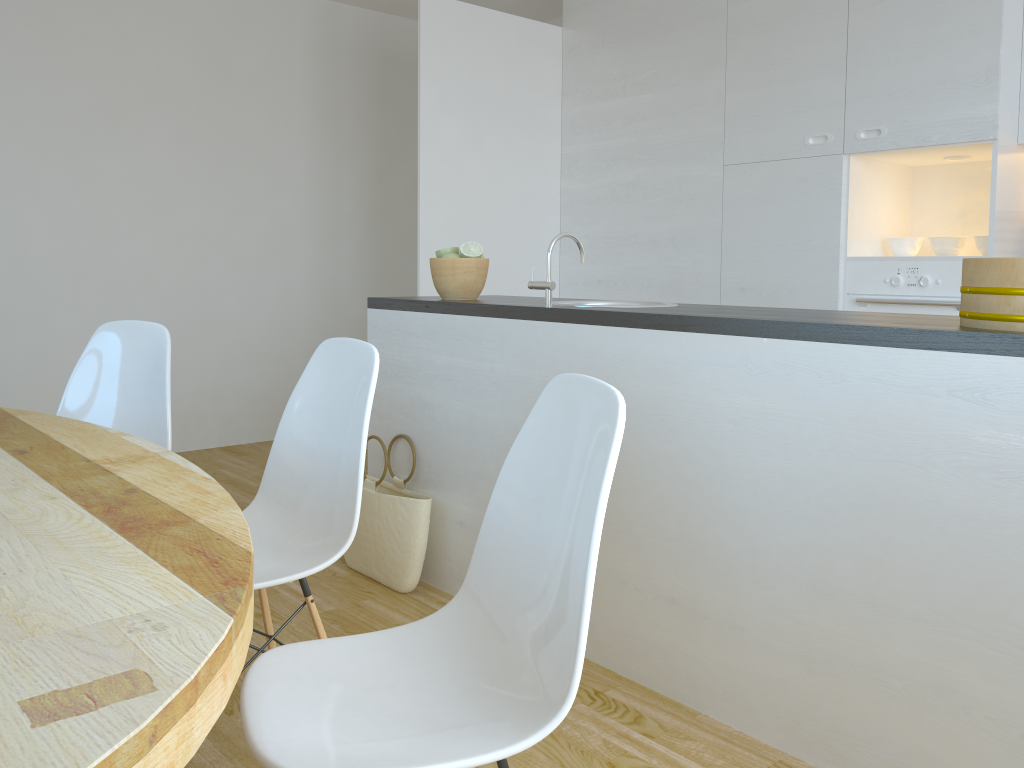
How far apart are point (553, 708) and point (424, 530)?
1.8m

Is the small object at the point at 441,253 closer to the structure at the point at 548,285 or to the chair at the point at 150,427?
the structure at the point at 548,285

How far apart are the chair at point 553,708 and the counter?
0.7 meters

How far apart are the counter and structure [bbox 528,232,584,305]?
0.02m

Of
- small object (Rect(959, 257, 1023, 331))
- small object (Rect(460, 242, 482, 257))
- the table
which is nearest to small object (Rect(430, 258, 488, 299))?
small object (Rect(460, 242, 482, 257))

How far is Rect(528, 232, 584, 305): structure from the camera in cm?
253

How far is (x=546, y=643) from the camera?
1.2m

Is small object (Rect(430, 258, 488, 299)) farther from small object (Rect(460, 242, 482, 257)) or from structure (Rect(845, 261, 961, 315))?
structure (Rect(845, 261, 961, 315))

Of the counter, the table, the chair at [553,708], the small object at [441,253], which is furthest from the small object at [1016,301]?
the small object at [441,253]

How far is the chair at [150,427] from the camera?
2.4 meters
